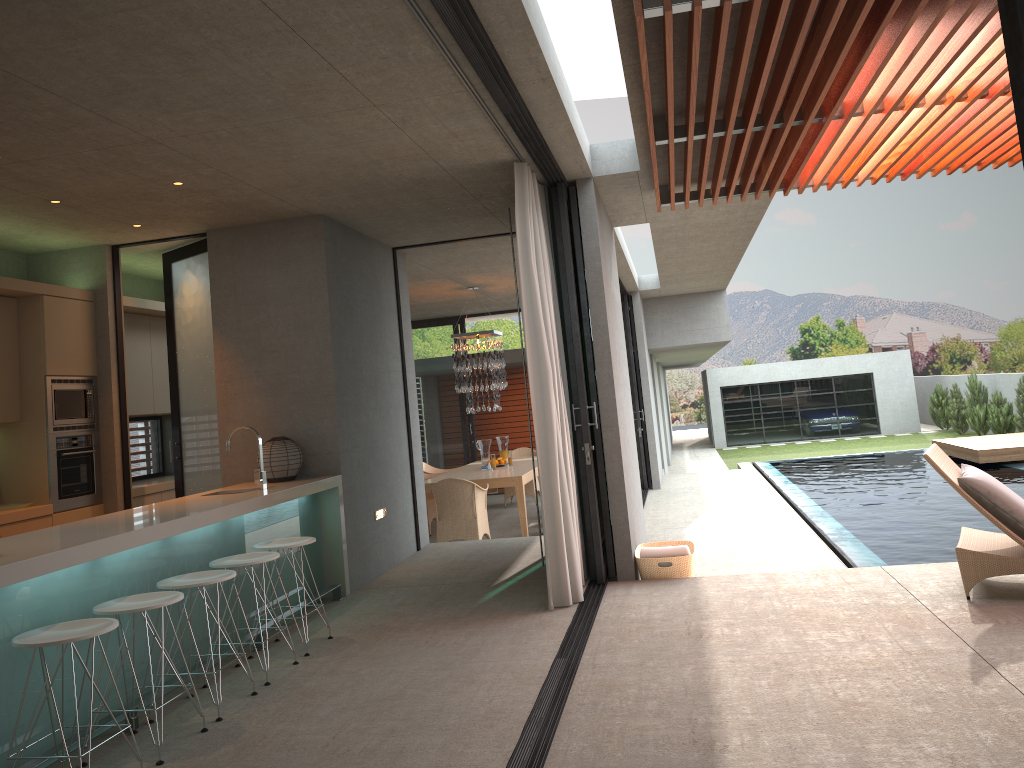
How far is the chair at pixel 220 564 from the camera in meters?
4.8

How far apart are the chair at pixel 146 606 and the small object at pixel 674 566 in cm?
349

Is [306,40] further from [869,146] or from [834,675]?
[869,146]

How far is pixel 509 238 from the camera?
8.76m

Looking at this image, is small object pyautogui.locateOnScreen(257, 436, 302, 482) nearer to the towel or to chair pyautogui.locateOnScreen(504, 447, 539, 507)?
the towel

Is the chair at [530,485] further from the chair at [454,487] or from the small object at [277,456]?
the small object at [277,456]

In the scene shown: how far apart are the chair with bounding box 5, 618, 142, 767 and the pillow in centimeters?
451cm

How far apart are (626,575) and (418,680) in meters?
2.3 m

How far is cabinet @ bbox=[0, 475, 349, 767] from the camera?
3.7 meters

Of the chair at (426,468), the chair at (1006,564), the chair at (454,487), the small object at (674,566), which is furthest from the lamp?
the chair at (1006,564)
